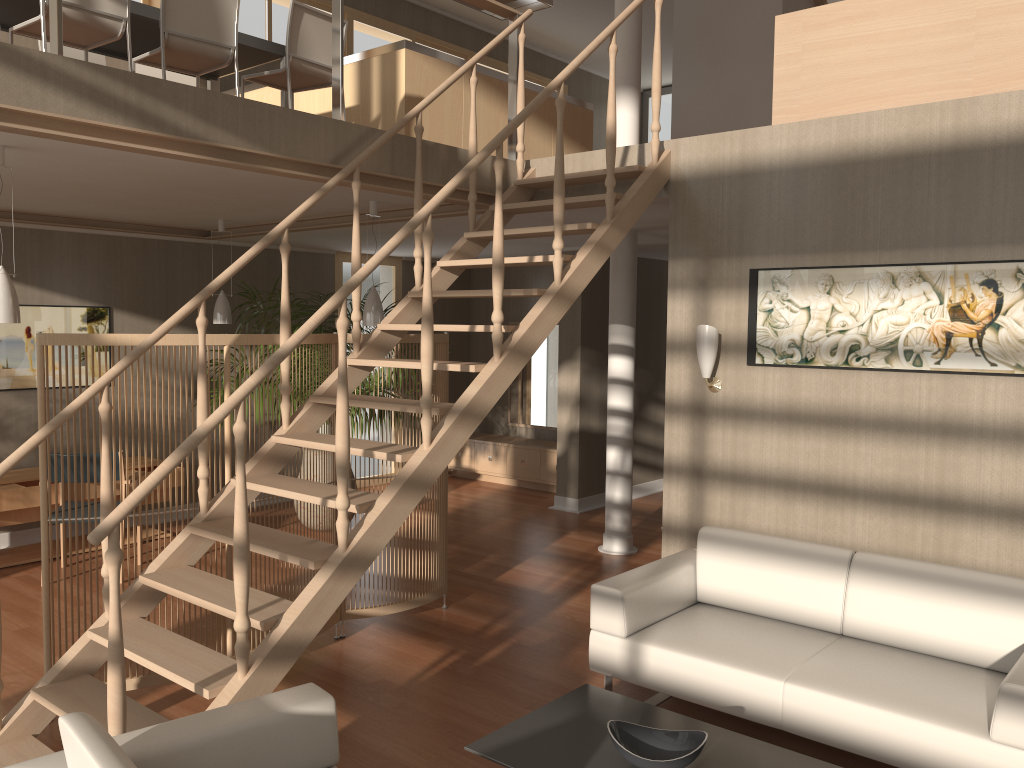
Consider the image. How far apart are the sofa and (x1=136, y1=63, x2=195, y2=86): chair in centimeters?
465cm

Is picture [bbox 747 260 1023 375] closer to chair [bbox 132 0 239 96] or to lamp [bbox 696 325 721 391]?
lamp [bbox 696 325 721 391]

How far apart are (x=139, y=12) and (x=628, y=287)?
3.6 meters

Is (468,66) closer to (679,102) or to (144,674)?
(144,674)

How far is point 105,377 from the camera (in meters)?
3.44

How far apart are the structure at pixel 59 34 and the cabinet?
4.0 meters

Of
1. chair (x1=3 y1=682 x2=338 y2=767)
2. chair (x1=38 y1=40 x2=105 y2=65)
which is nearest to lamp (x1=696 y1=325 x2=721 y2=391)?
chair (x1=3 y1=682 x2=338 y2=767)

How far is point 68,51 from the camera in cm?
562

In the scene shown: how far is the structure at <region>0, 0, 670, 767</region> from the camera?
2.9m

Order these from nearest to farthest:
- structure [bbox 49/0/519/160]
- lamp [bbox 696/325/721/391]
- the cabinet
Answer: structure [bbox 49/0/519/160] < lamp [bbox 696/325/721/391] < the cabinet
